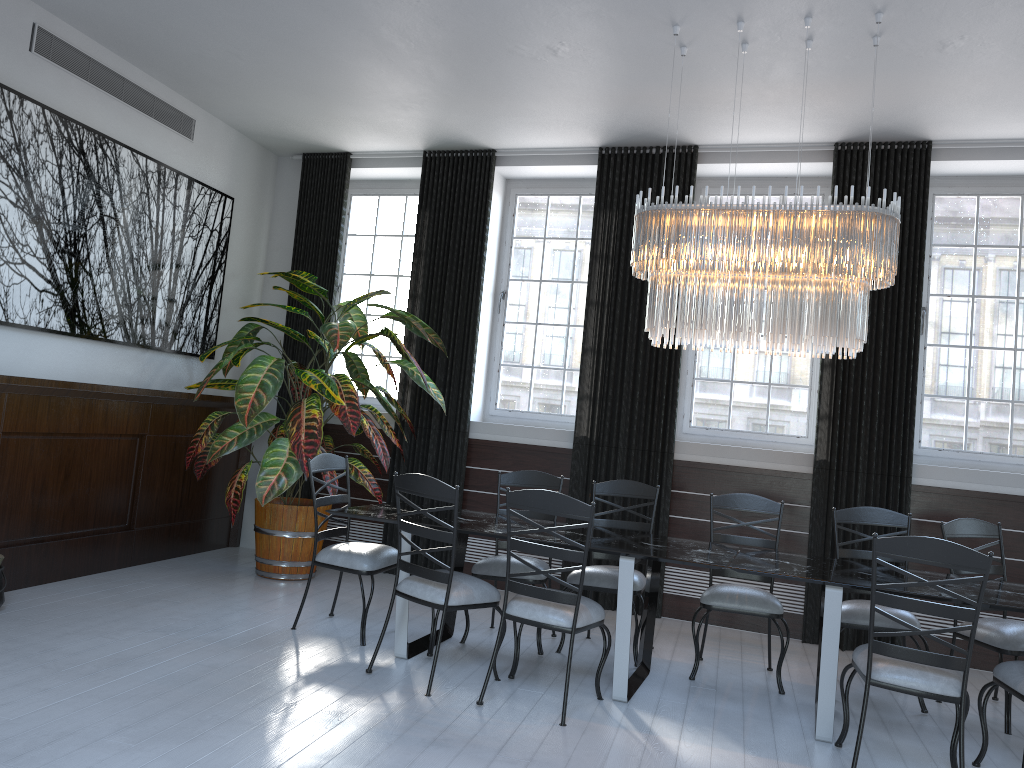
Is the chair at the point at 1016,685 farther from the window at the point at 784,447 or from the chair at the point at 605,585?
the window at the point at 784,447

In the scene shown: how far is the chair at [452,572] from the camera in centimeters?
403cm

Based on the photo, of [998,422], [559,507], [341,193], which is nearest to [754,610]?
[559,507]

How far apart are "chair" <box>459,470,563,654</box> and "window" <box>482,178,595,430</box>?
1.51m

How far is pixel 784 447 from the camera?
6.3 meters

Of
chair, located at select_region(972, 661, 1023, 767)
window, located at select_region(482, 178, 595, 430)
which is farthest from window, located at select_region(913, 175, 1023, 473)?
chair, located at select_region(972, 661, 1023, 767)

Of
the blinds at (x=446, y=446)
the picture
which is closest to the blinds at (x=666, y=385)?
the blinds at (x=446, y=446)

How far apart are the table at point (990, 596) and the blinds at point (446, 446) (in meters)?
2.65

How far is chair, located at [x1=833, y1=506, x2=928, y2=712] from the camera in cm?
449

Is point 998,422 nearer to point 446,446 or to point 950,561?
point 950,561
